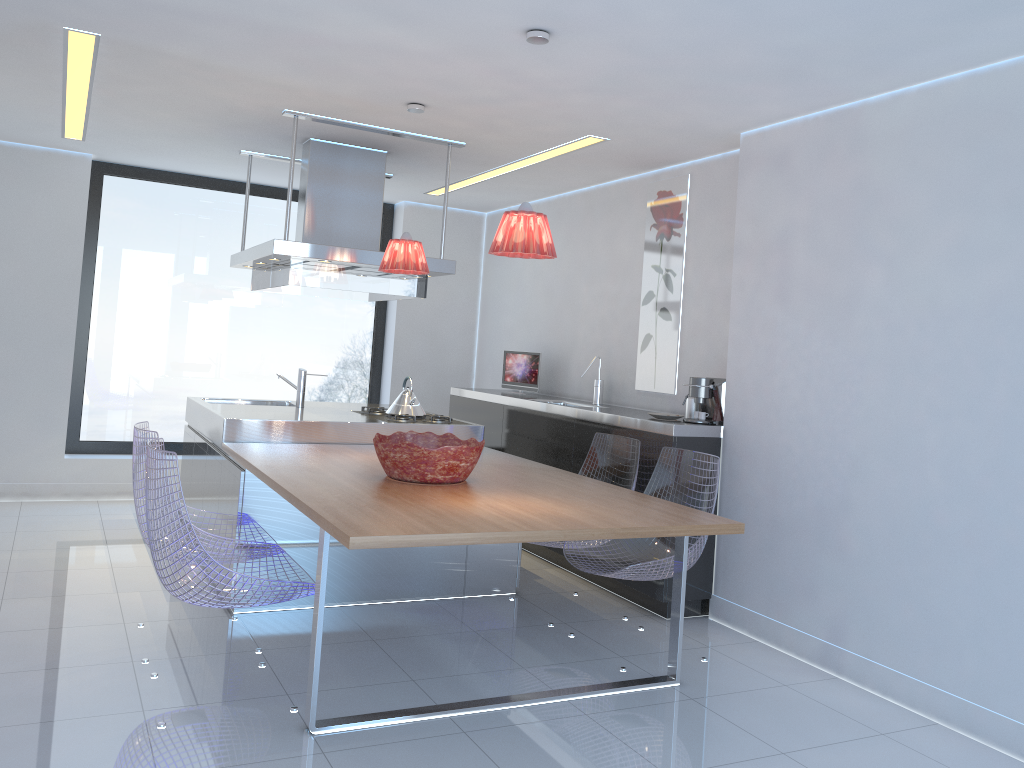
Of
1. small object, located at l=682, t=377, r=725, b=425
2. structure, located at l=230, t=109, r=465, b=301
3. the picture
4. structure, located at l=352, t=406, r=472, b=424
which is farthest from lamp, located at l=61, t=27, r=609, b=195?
structure, located at l=352, t=406, r=472, b=424

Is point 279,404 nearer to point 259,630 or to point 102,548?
point 102,548

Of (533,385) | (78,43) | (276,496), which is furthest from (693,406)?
(78,43)

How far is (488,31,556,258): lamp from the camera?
3.2m

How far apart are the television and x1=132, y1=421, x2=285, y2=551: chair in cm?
285

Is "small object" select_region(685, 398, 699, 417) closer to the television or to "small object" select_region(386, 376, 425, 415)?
"small object" select_region(386, 376, 425, 415)

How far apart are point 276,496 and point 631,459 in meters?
1.8

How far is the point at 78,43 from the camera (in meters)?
3.81

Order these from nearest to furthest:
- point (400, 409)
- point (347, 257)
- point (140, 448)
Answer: point (140, 448)
point (347, 257)
point (400, 409)

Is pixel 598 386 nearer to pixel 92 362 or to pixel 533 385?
pixel 533 385
